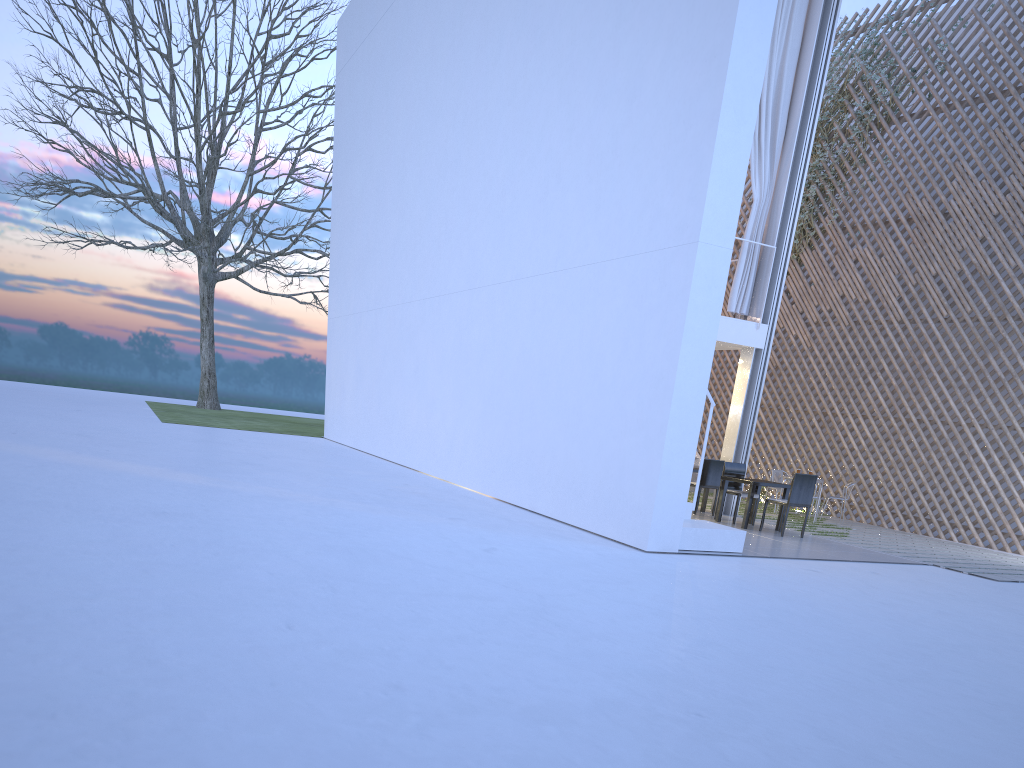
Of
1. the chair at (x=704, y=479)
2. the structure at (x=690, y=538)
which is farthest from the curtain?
the structure at (x=690, y=538)

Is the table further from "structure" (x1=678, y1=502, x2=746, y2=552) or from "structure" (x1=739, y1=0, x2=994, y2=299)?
"structure" (x1=739, y1=0, x2=994, y2=299)

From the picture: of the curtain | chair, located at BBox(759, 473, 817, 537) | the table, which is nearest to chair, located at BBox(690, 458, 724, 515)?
the table

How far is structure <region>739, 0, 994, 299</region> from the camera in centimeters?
857cm

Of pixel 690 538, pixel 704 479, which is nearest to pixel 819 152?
pixel 704 479

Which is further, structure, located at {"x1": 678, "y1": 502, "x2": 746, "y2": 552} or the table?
the table

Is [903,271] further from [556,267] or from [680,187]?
[680,187]

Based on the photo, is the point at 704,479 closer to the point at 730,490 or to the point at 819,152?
the point at 730,490

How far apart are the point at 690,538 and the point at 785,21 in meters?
4.3

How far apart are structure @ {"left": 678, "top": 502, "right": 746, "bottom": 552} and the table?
1.20m
